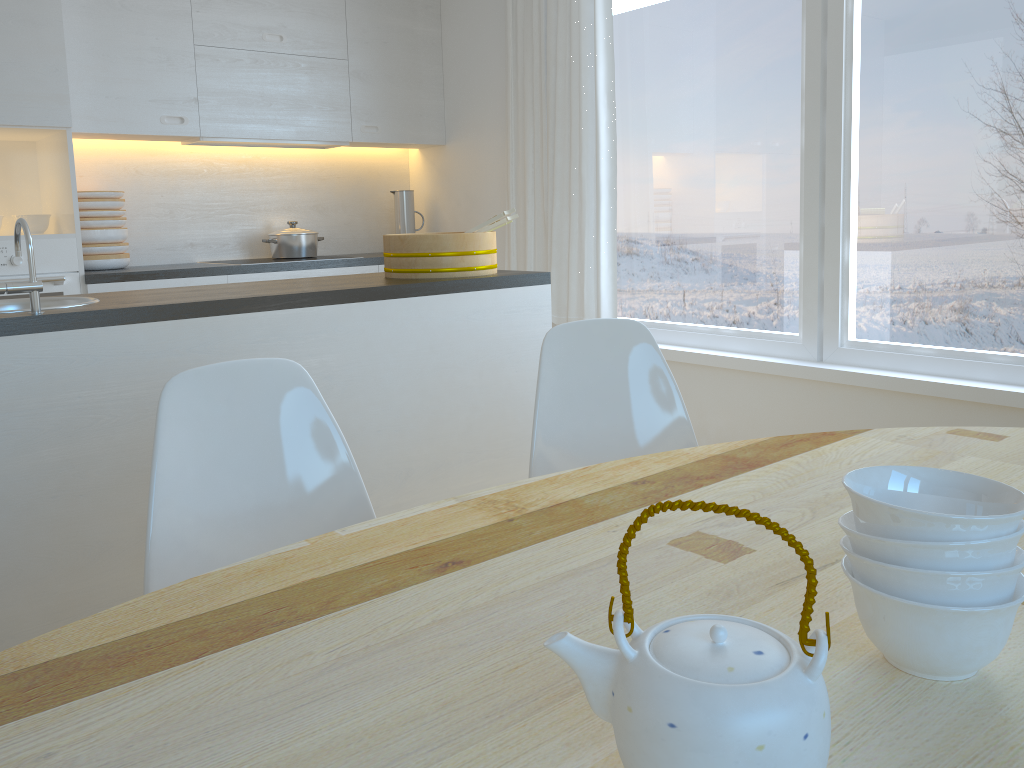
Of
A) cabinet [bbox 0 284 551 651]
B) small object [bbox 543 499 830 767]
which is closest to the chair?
cabinet [bbox 0 284 551 651]

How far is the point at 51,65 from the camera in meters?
3.5 m

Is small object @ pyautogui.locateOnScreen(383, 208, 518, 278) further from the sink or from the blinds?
the blinds

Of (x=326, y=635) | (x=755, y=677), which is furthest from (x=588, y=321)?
(x=755, y=677)

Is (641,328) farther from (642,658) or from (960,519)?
(642,658)

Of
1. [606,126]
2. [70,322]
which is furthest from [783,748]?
[606,126]

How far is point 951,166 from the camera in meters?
2.9 m

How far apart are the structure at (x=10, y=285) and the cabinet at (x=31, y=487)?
0.1m

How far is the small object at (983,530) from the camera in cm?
72

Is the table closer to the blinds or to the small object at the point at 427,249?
the small object at the point at 427,249
